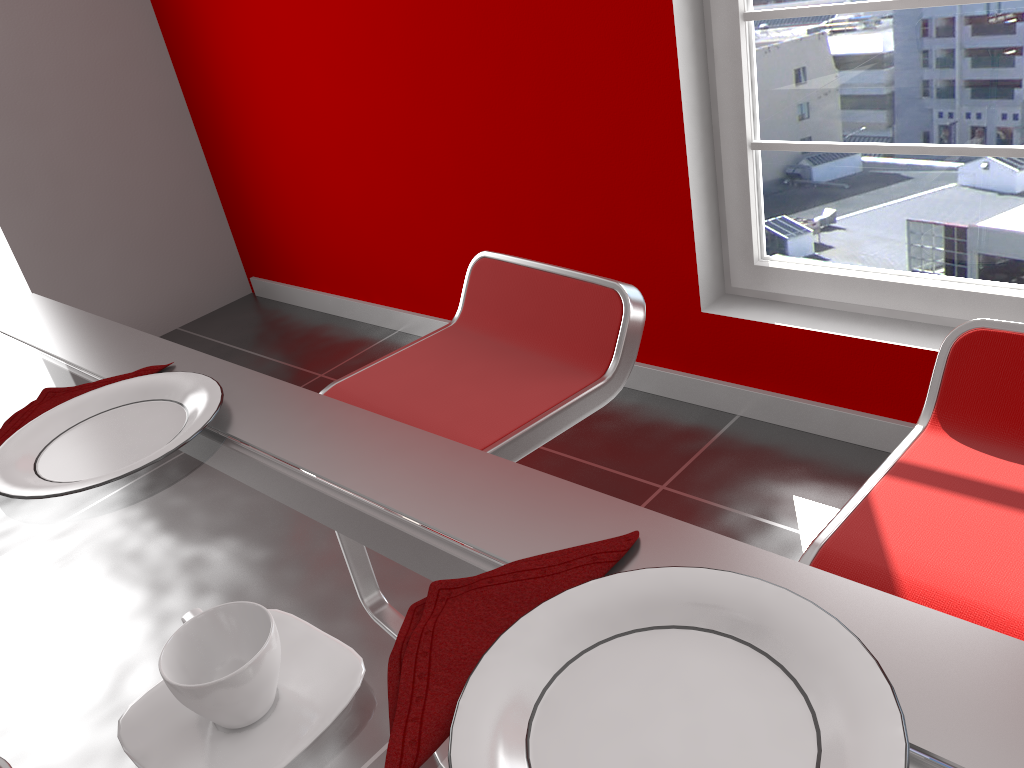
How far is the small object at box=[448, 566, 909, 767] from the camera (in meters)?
0.42

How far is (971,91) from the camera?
1.9 meters

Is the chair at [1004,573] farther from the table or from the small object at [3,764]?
the small object at [3,764]

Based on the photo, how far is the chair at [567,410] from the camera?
1.3 meters

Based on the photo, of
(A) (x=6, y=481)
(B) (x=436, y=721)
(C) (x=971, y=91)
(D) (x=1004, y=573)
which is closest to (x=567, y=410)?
(D) (x=1004, y=573)

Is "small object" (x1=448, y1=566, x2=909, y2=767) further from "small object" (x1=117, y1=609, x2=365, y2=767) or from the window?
the window

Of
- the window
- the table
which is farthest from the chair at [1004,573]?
the window

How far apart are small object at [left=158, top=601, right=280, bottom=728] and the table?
0.03m

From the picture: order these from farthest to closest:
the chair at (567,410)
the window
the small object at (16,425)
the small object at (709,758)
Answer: the window < the chair at (567,410) < the small object at (16,425) < the small object at (709,758)

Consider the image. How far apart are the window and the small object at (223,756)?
1.9 meters
